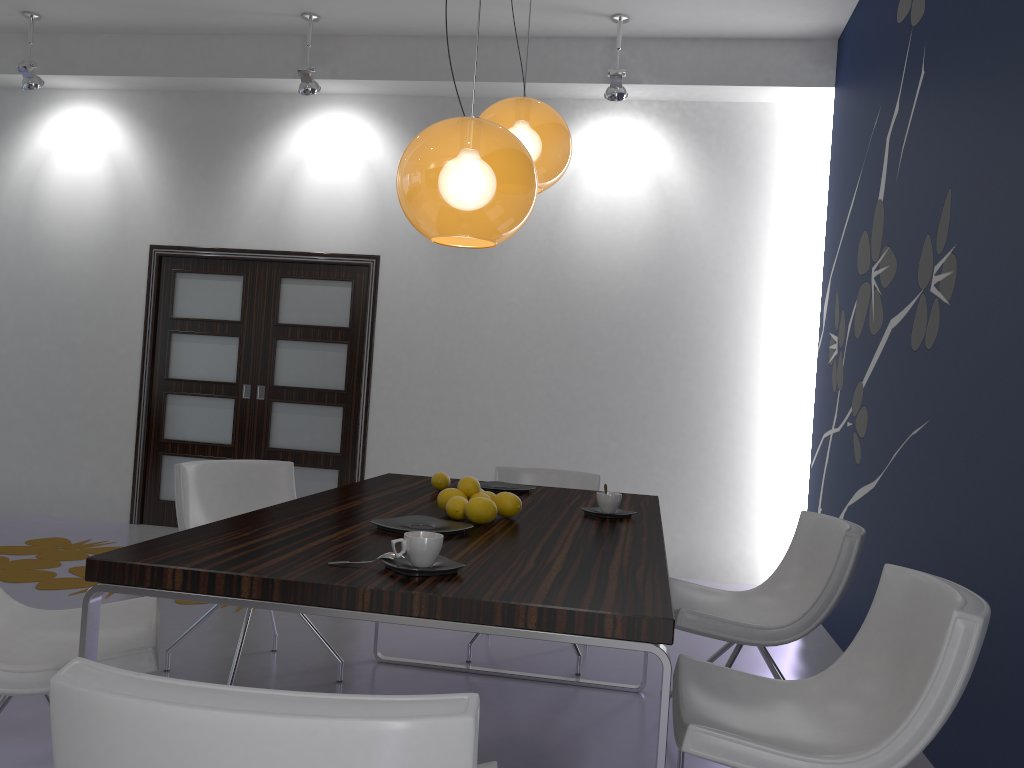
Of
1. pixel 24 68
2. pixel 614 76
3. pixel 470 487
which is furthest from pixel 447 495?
pixel 24 68

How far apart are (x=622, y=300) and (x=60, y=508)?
4.4 meters

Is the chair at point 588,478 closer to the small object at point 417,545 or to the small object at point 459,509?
the small object at point 459,509

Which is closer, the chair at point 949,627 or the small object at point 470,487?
the chair at point 949,627

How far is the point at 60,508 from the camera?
6.6 meters

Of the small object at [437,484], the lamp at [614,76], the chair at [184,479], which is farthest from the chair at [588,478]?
the lamp at [614,76]

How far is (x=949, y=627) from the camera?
1.70m

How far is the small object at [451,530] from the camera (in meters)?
2.25

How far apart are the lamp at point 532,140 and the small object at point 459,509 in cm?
114

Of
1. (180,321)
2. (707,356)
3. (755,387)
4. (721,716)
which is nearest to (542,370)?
(707,356)
